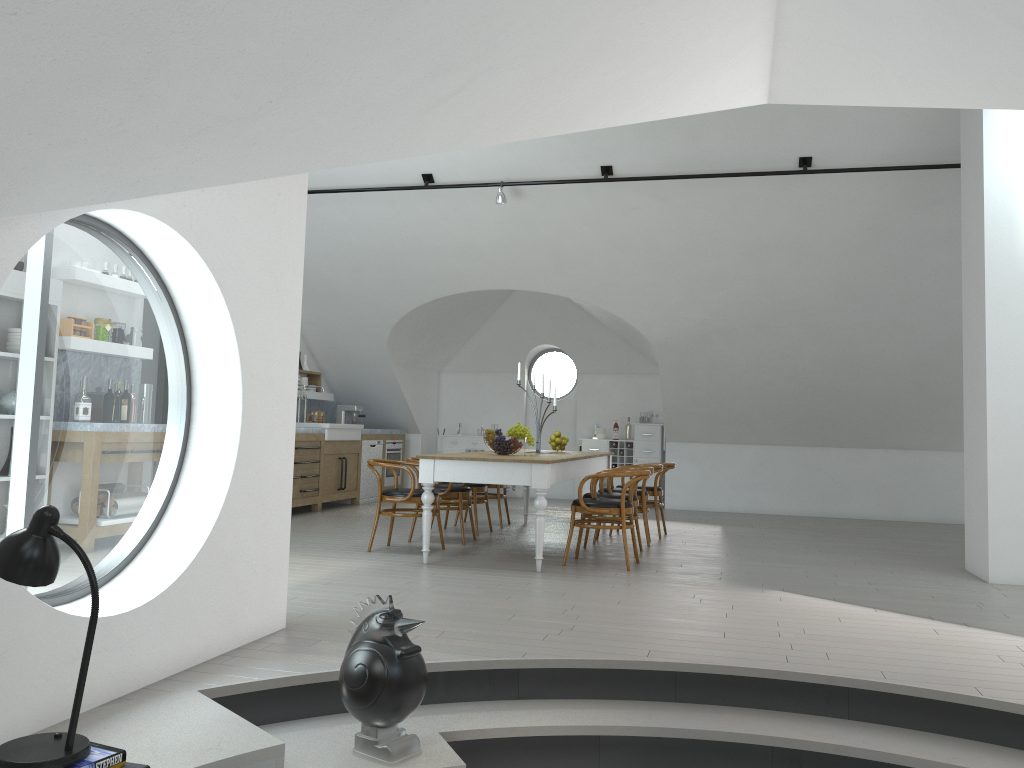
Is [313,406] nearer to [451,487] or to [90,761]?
[451,487]

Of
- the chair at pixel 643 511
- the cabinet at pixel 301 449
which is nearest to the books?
the chair at pixel 643 511

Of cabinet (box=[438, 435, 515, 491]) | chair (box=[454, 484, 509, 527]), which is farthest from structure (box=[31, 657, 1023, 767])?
cabinet (box=[438, 435, 515, 491])

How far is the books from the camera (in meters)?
2.34

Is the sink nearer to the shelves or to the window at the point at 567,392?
the shelves

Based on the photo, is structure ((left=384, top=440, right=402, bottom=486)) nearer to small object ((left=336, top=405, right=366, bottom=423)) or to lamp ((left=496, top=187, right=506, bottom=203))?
small object ((left=336, top=405, right=366, bottom=423))

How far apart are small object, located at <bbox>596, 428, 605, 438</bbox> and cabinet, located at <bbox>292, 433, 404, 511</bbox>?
3.1 meters

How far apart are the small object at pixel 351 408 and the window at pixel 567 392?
2.9 meters

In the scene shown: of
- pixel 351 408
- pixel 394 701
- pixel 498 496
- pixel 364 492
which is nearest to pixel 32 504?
pixel 351 408

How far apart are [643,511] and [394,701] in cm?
518
